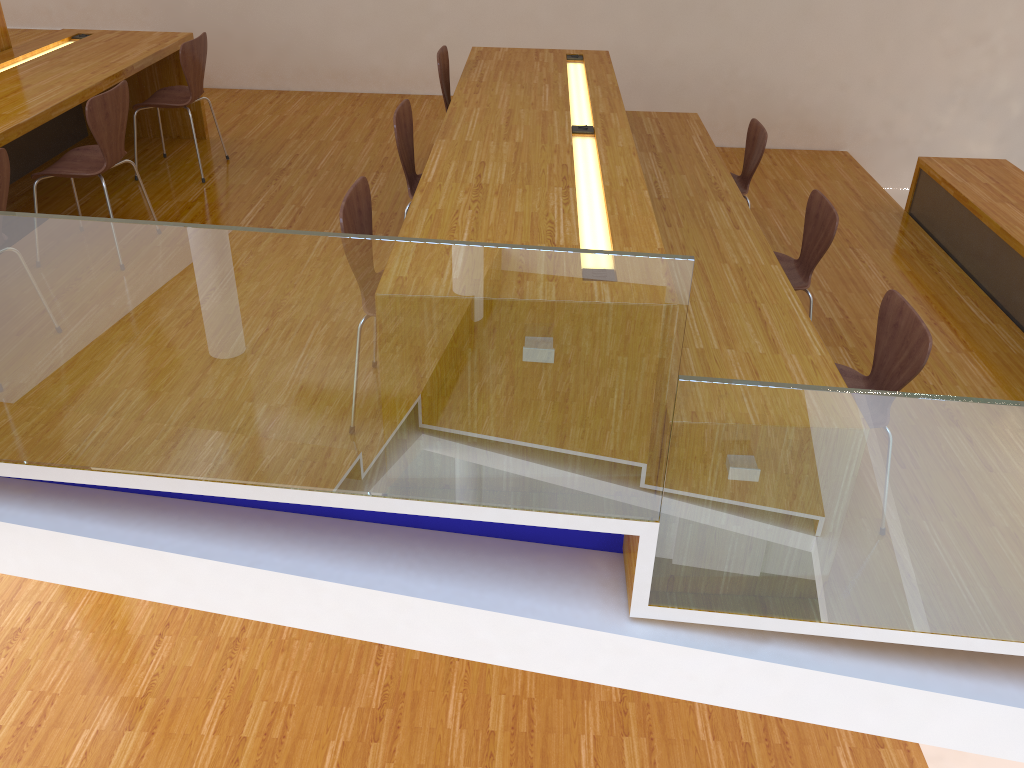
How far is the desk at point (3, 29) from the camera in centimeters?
460cm

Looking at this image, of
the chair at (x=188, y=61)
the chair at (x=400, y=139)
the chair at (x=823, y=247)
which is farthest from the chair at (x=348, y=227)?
the chair at (x=188, y=61)

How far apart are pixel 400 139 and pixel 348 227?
1.0 meters

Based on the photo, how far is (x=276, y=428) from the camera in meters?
2.4

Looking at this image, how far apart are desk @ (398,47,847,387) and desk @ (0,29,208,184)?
1.6m

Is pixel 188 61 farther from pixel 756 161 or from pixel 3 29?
pixel 756 161

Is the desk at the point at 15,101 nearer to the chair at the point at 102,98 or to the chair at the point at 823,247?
the chair at the point at 102,98

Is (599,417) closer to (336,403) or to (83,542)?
(336,403)

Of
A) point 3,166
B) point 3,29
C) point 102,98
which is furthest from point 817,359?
point 3,29

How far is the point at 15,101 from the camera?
3.72m
